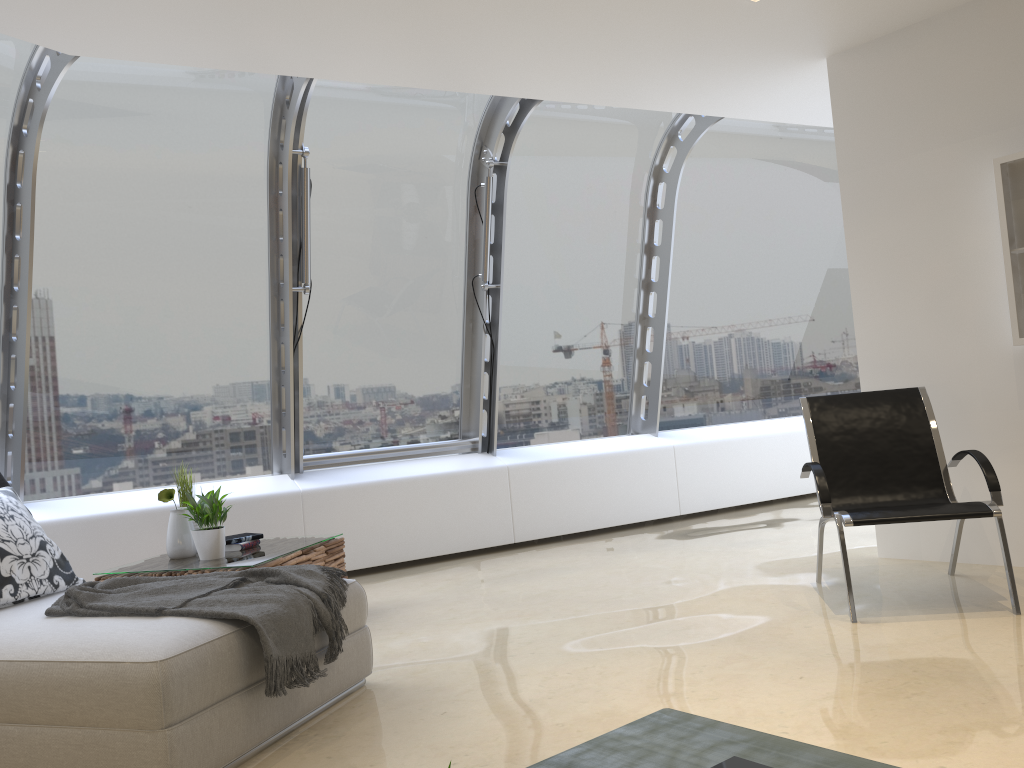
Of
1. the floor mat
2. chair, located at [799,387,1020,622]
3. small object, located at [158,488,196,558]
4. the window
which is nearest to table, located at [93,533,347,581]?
small object, located at [158,488,196,558]

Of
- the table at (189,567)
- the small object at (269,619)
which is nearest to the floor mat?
the small object at (269,619)

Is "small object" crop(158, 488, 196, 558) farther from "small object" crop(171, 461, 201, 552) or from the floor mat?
the floor mat

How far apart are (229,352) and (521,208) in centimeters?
241cm

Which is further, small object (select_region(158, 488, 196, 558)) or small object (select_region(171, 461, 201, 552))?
small object (select_region(171, 461, 201, 552))

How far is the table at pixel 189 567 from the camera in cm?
419

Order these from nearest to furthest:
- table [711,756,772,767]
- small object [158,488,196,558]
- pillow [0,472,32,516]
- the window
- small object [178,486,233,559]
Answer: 1. table [711,756,772,767]
2. pillow [0,472,32,516]
3. small object [178,486,233,559]
4. small object [158,488,196,558]
5. the window

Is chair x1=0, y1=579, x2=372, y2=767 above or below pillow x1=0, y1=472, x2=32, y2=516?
below

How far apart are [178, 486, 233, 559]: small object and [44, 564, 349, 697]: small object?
1.1m

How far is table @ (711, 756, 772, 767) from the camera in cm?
195
